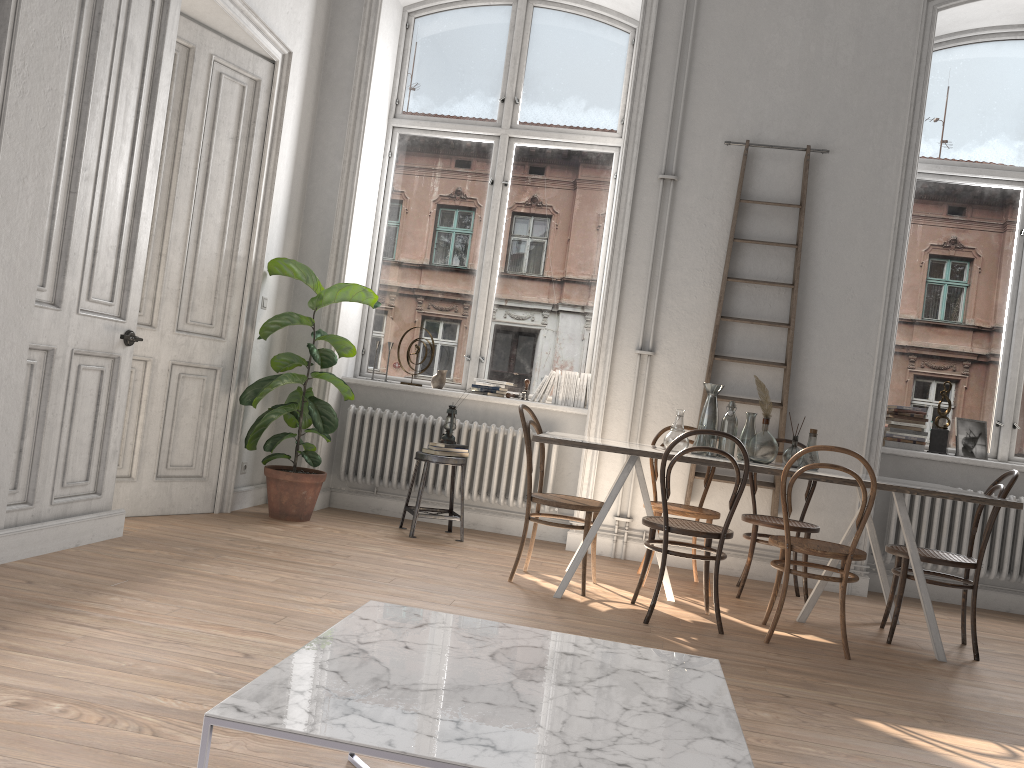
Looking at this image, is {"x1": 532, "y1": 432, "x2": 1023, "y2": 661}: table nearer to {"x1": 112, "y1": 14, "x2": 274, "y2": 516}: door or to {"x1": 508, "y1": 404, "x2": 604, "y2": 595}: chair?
{"x1": 508, "y1": 404, "x2": 604, "y2": 595}: chair

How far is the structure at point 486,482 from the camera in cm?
604

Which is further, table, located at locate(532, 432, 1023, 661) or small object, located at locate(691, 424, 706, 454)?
small object, located at locate(691, 424, 706, 454)

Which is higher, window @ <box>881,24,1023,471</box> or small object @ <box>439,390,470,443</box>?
window @ <box>881,24,1023,471</box>

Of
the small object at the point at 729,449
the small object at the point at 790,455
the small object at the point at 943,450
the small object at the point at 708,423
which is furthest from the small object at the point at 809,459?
the small object at the point at 943,450

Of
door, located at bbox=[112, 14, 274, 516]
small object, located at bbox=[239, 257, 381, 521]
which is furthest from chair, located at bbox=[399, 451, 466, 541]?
door, located at bbox=[112, 14, 274, 516]

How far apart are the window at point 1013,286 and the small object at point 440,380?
3.11m

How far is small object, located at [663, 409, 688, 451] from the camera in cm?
453

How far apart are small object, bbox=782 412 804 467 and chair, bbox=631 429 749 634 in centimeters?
59cm

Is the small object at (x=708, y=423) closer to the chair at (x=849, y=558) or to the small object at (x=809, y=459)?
the small object at (x=809, y=459)
